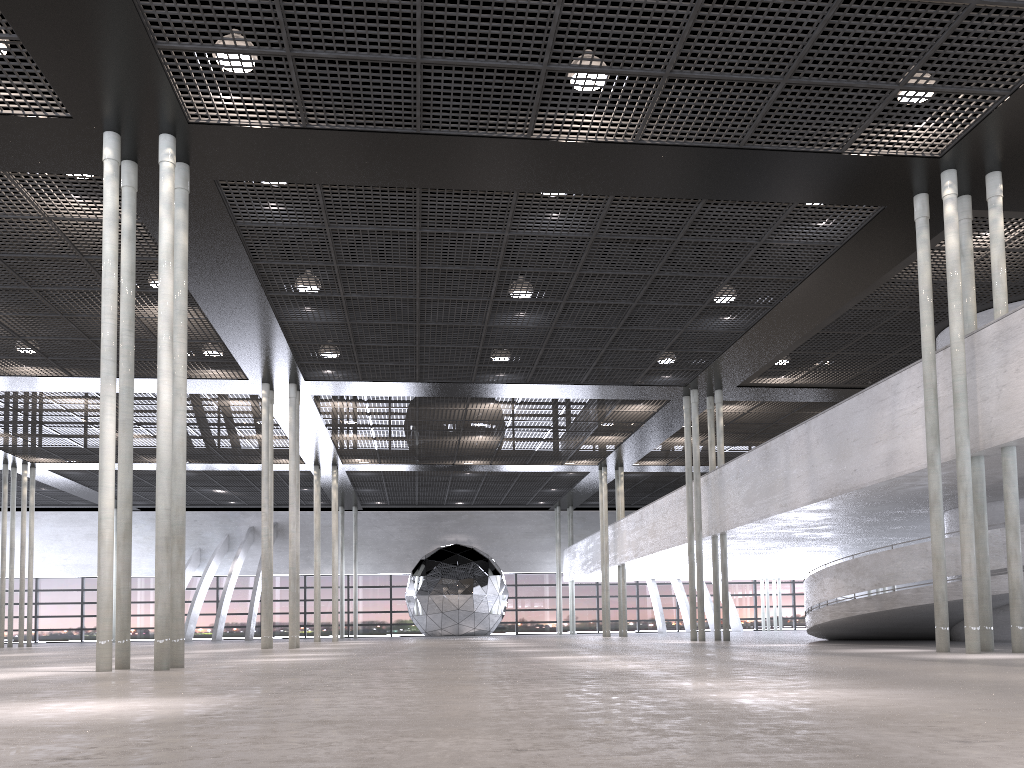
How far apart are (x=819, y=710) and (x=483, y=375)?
16.2 meters
